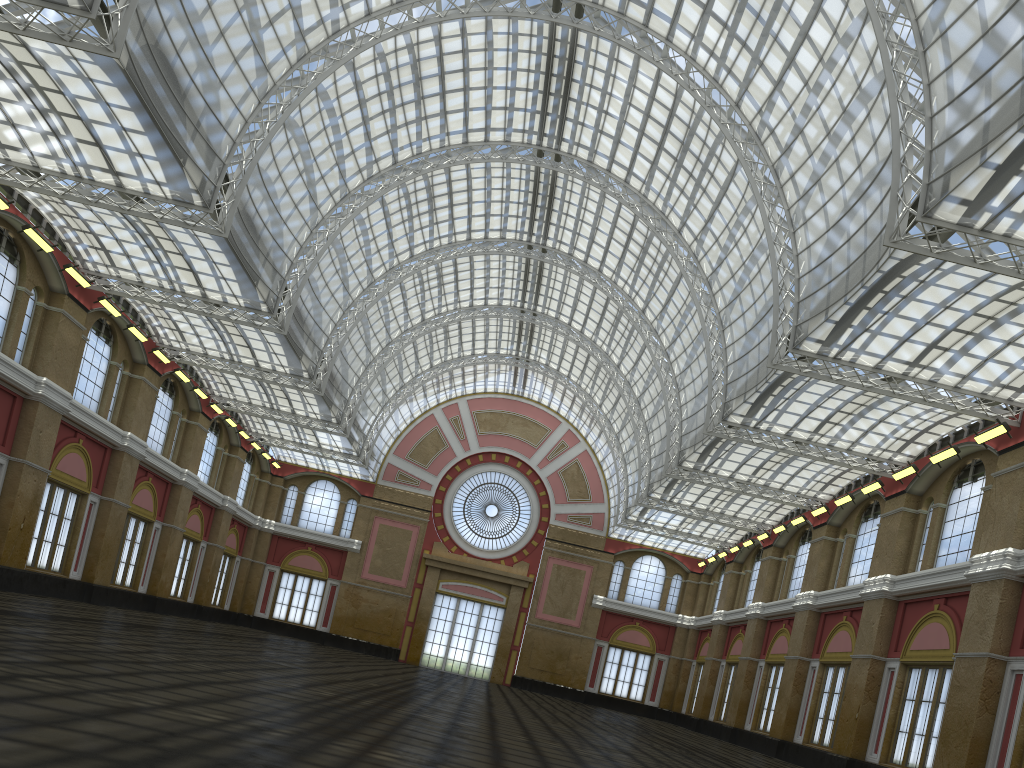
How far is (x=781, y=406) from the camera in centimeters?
4590cm
